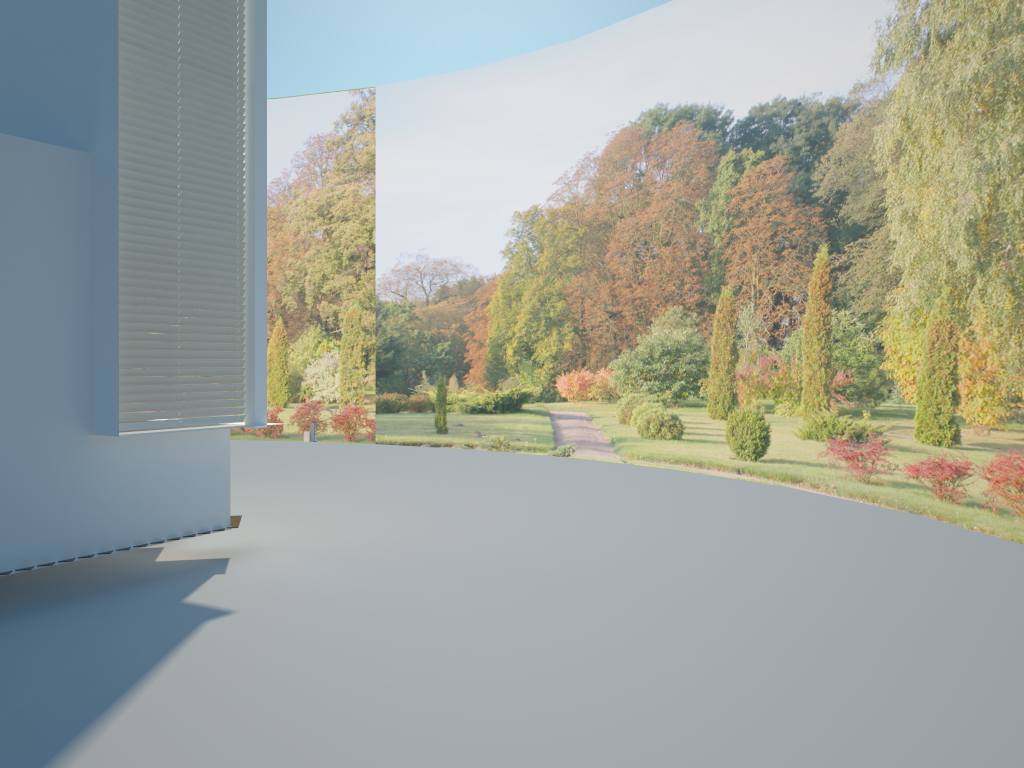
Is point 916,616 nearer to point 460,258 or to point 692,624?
point 692,624

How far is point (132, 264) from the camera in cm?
594

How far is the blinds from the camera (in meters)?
5.94

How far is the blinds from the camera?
5.94m
